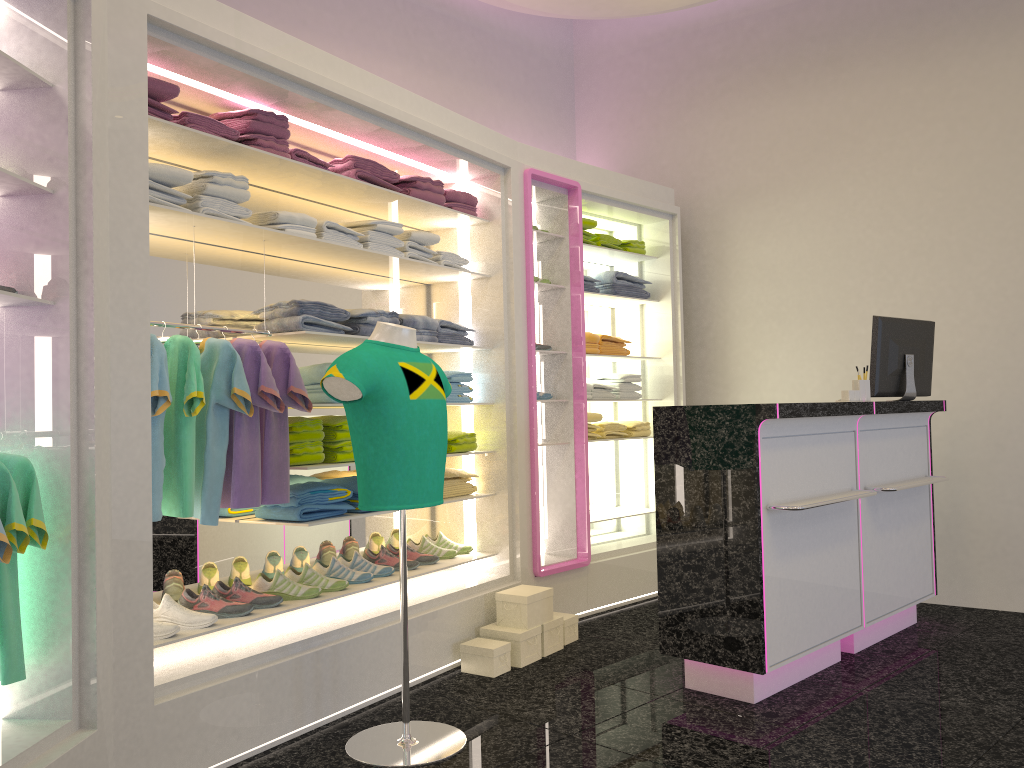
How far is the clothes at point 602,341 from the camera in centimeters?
576cm

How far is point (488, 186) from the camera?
4.85m

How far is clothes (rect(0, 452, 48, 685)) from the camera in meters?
2.5

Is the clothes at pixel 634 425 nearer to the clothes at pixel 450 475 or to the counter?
the clothes at pixel 450 475

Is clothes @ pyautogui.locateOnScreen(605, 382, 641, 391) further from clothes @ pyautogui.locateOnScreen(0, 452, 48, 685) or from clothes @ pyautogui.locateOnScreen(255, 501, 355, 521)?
clothes @ pyautogui.locateOnScreen(0, 452, 48, 685)

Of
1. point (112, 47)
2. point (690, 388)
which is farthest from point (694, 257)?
point (112, 47)

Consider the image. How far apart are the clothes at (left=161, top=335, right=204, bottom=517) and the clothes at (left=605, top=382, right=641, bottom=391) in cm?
330

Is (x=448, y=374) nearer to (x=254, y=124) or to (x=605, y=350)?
(x=605, y=350)

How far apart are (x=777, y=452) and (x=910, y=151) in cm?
282

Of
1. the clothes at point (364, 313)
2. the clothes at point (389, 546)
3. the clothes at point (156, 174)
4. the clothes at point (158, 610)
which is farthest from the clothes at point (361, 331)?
the clothes at point (158, 610)
